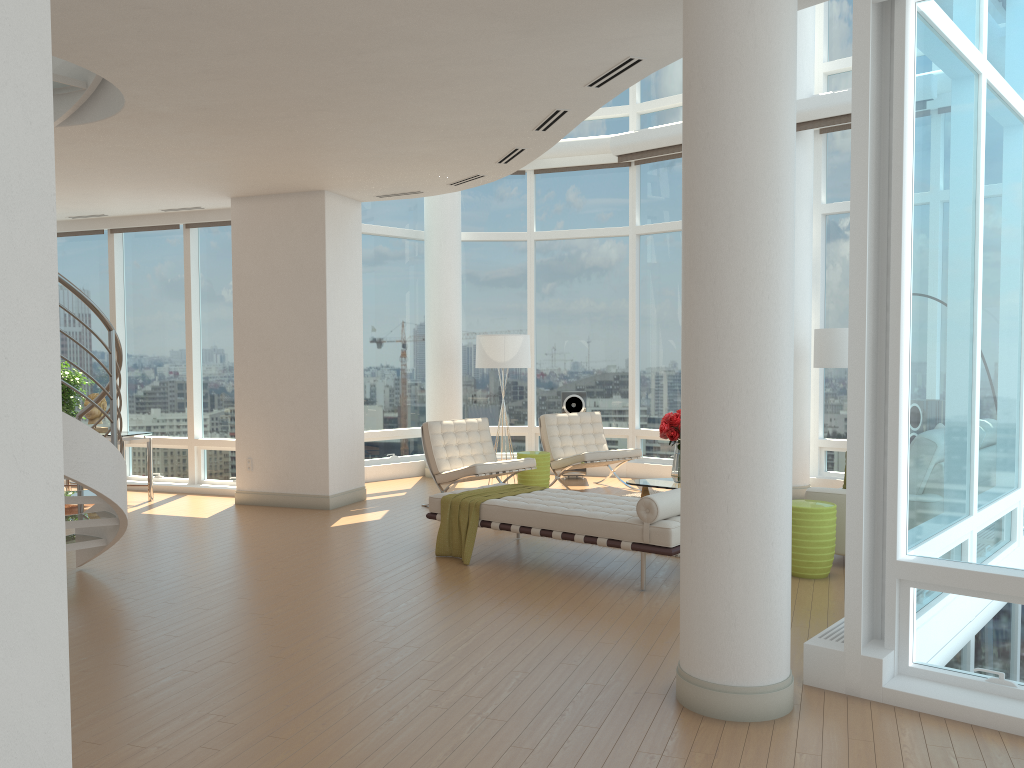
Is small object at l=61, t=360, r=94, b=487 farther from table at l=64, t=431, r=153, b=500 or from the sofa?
the sofa

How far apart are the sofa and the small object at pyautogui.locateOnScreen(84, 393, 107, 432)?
7.64m

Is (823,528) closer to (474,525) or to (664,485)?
(664,485)

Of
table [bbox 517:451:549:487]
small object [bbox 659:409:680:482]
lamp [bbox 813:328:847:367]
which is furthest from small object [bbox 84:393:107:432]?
lamp [bbox 813:328:847:367]

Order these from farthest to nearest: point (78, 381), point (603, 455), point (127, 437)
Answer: point (78, 381) < point (603, 455) < point (127, 437)

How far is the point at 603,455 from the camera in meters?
10.3 m

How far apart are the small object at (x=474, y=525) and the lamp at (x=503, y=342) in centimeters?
306cm

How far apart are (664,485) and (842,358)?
2.3m

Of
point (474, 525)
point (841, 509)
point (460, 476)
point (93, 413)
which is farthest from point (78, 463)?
point (841, 509)

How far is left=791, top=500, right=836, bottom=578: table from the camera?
6.3 meters
